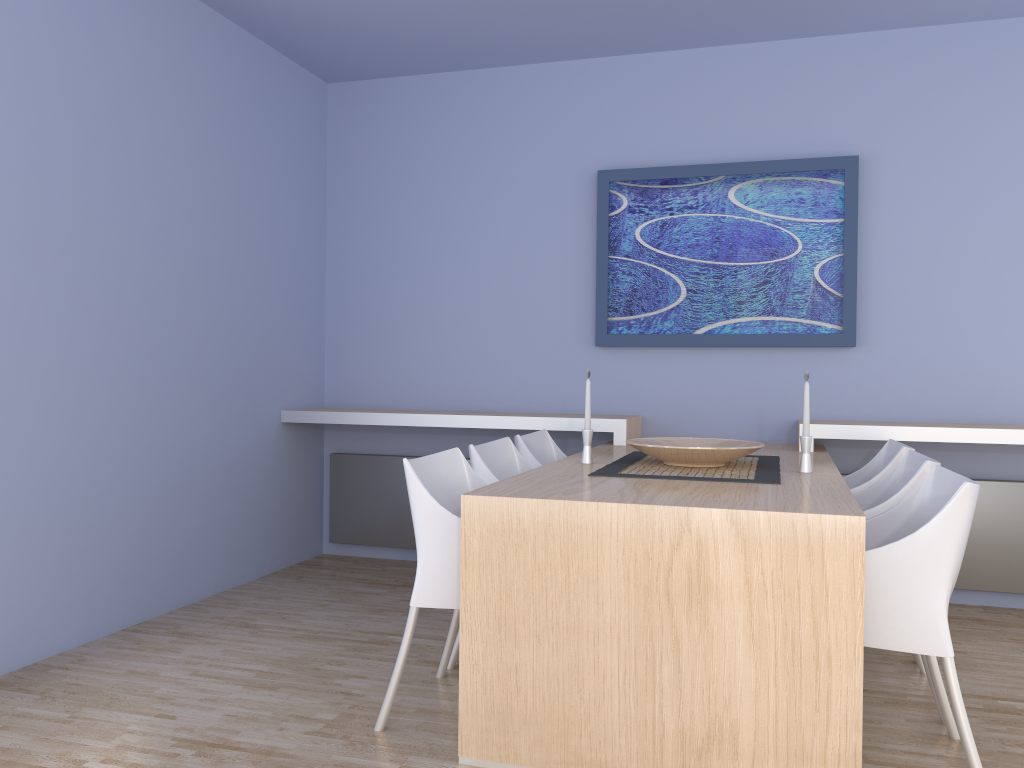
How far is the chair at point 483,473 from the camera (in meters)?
3.12

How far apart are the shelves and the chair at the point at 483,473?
0.7m

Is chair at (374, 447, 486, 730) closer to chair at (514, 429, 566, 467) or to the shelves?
chair at (514, 429, 566, 467)

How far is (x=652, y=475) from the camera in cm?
284

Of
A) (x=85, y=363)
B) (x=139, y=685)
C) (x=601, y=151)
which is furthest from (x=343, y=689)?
(x=601, y=151)

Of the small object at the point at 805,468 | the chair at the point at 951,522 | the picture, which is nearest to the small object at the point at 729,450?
the small object at the point at 805,468

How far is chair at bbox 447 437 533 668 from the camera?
3.1m

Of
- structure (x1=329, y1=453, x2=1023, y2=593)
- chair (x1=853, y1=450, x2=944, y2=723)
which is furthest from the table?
structure (x1=329, y1=453, x2=1023, y2=593)

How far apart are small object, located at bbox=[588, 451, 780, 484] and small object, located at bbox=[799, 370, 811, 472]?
0.1m

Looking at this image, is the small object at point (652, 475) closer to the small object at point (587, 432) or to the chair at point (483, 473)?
the small object at point (587, 432)
